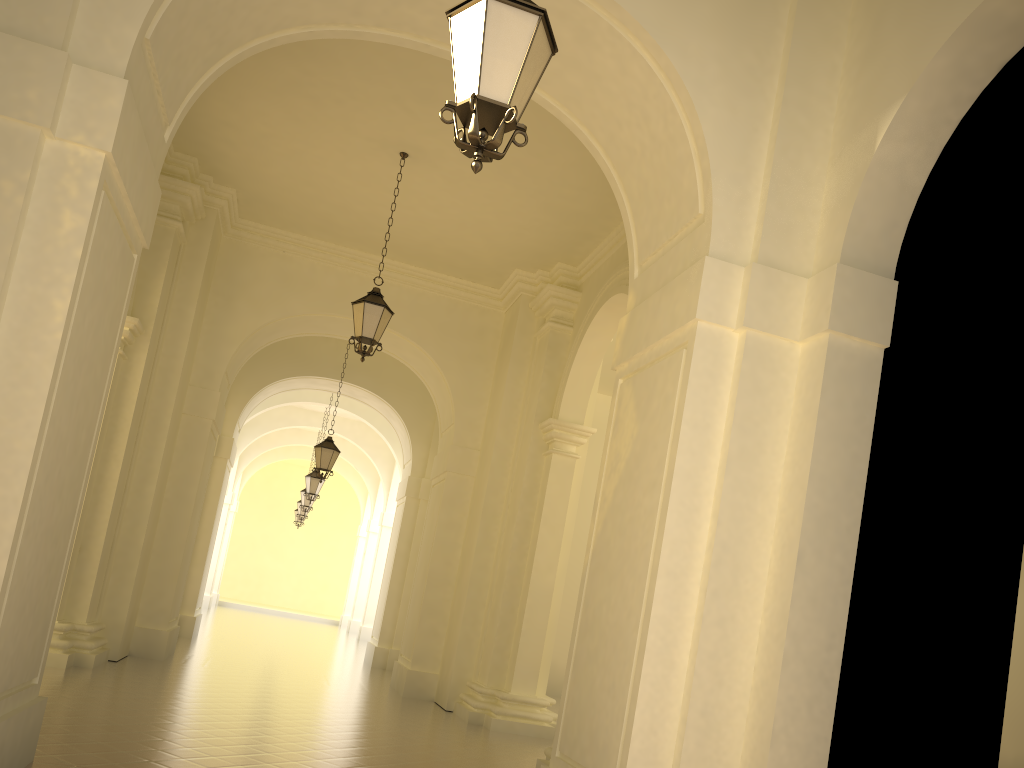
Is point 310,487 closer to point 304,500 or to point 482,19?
point 304,500

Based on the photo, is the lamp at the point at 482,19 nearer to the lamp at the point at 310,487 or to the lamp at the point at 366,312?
the lamp at the point at 366,312

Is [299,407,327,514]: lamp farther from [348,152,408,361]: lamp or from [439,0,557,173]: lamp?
[439,0,557,173]: lamp

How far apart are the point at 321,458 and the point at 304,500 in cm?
895

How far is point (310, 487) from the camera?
20.8m

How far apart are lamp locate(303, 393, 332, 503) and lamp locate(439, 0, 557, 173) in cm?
1770

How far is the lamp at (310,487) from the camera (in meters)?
20.80

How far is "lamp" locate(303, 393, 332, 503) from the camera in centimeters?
2080cm

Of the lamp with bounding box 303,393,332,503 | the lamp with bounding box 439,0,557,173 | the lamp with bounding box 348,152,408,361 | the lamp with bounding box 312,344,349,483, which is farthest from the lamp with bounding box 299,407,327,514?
the lamp with bounding box 439,0,557,173

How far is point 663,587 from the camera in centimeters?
537cm
